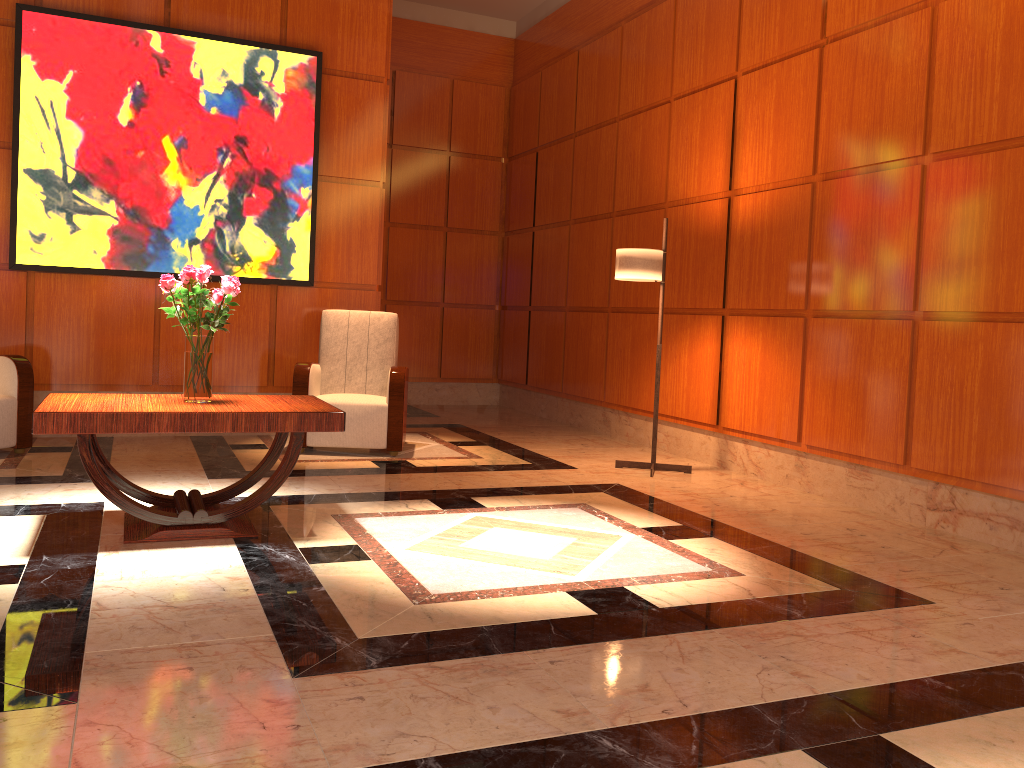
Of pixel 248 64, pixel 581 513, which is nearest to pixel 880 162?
pixel 581 513

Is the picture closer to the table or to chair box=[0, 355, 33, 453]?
chair box=[0, 355, 33, 453]

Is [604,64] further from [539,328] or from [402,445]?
[402,445]

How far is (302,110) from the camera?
6.5 meters

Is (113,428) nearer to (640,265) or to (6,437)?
(6,437)

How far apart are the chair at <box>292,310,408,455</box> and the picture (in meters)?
0.44

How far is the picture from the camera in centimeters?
584cm

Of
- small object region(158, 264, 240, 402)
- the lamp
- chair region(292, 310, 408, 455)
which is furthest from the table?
the lamp

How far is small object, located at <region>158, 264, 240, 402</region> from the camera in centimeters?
371cm

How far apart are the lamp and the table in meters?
2.3 m
